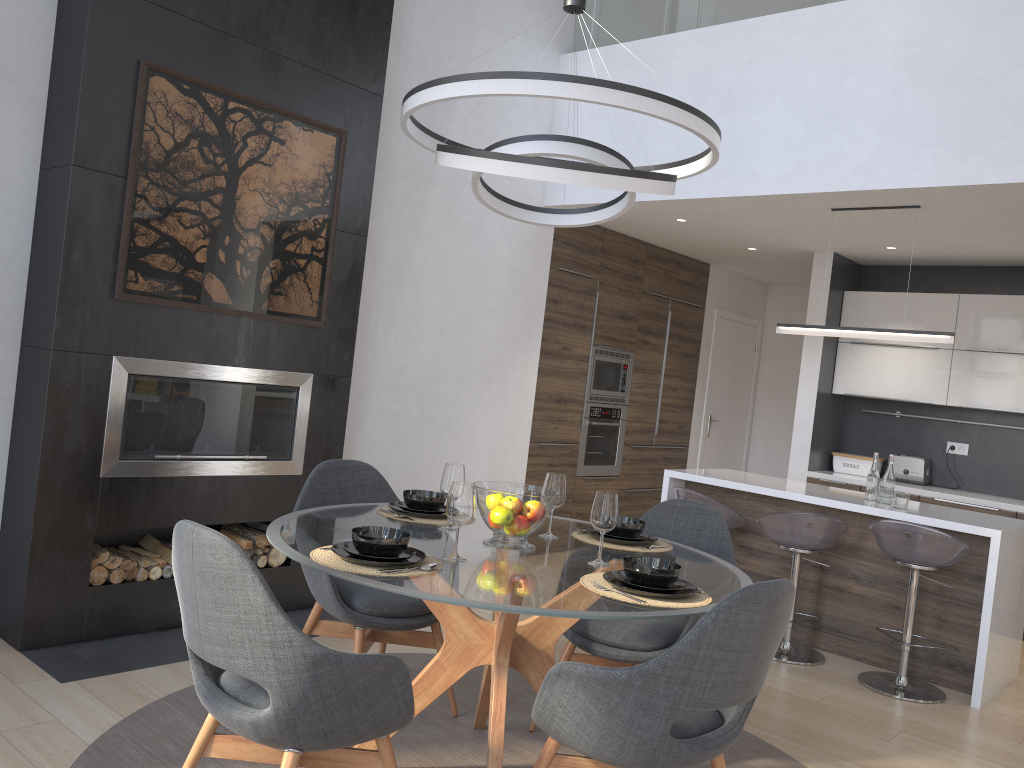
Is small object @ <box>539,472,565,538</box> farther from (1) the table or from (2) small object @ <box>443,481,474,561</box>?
(2) small object @ <box>443,481,474,561</box>

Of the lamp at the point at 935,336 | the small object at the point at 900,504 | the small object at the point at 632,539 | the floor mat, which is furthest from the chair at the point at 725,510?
the small object at the point at 632,539

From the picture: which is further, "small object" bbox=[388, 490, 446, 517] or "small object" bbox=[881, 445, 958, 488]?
"small object" bbox=[881, 445, 958, 488]

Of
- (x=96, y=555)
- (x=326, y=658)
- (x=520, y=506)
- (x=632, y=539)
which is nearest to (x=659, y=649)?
(x=632, y=539)

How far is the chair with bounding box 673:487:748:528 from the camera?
4.92m

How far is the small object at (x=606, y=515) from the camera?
2.65m

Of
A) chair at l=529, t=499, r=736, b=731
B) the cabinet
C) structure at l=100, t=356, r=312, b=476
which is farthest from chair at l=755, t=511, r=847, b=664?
structure at l=100, t=356, r=312, b=476

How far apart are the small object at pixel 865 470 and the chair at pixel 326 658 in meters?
5.3

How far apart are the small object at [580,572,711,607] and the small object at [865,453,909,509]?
2.6 meters

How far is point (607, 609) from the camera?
2.2m
